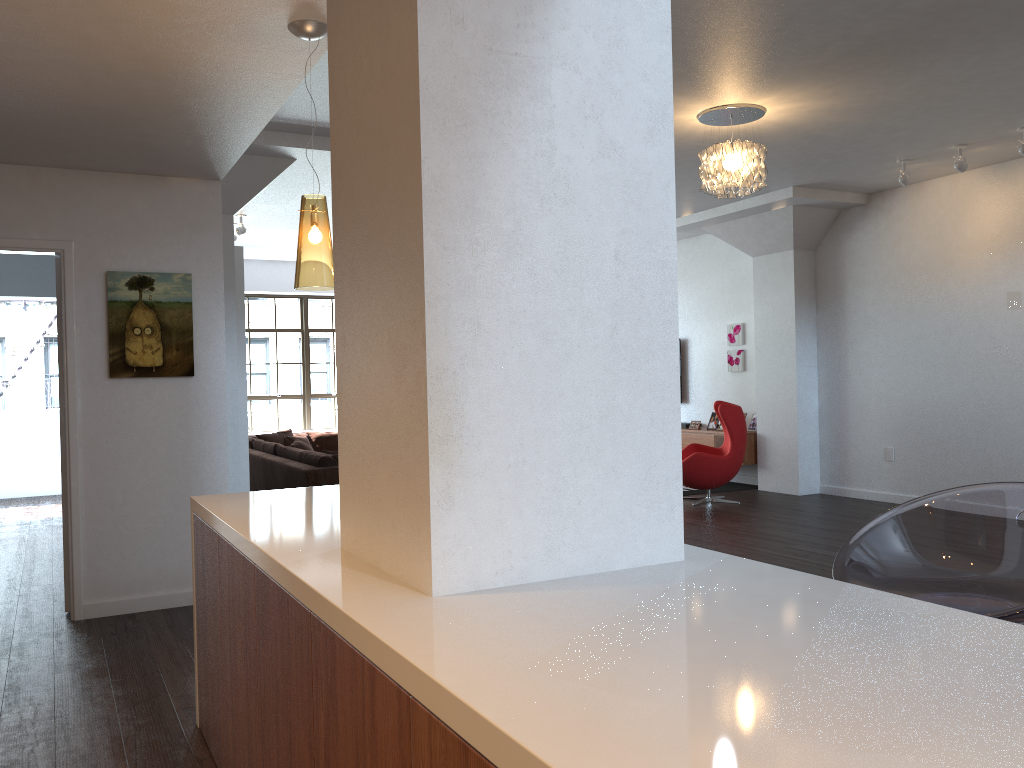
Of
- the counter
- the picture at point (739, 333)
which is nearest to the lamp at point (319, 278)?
the counter

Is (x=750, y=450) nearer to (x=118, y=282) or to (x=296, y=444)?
(x=296, y=444)

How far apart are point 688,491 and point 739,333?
2.0 meters

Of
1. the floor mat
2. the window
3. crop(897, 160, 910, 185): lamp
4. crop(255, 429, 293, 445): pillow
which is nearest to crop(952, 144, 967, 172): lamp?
crop(897, 160, 910, 185): lamp

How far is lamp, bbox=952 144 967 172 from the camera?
6.82m

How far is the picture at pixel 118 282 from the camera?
5.0m

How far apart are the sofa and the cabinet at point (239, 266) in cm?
51

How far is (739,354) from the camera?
10.3 meters

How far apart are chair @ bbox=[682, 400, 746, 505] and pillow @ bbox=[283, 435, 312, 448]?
4.77m

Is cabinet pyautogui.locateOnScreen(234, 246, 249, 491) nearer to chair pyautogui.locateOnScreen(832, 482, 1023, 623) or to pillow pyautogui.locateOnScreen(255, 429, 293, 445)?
pillow pyautogui.locateOnScreen(255, 429, 293, 445)
